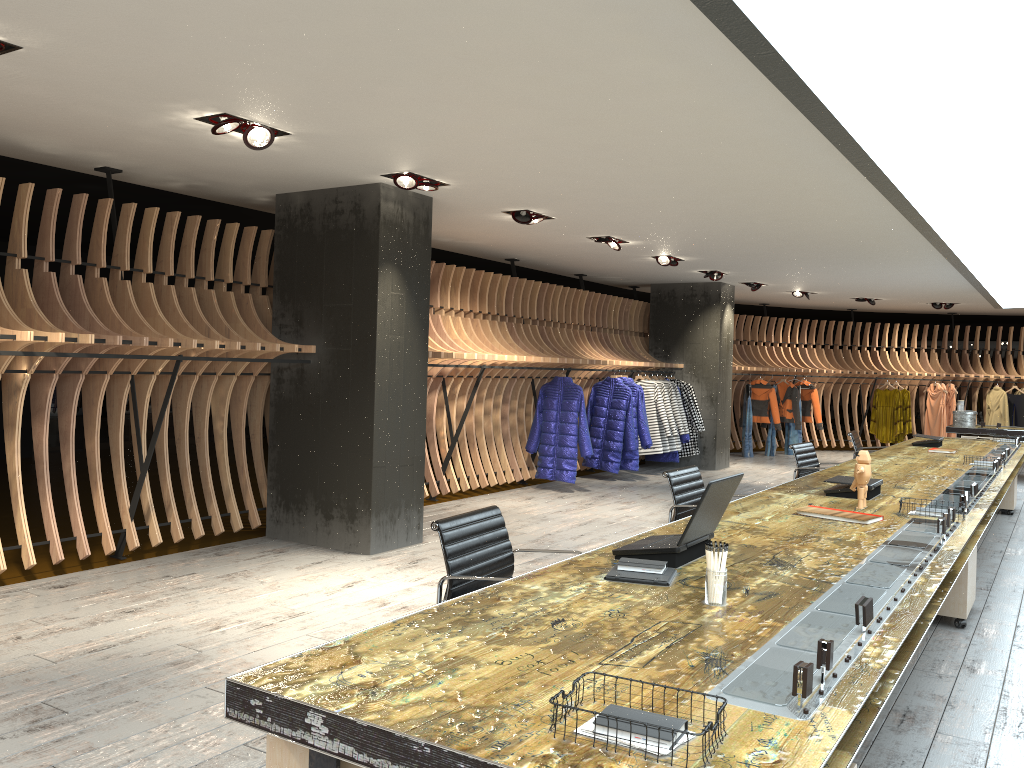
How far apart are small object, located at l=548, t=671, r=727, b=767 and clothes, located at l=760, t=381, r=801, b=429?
14.6m

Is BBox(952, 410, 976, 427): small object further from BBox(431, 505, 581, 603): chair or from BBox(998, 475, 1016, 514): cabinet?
BBox(431, 505, 581, 603): chair

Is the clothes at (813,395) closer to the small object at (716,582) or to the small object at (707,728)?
the small object at (716,582)

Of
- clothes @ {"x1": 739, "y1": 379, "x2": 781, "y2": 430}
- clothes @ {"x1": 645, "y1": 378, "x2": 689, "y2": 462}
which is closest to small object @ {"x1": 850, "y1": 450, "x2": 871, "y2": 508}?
clothes @ {"x1": 645, "y1": 378, "x2": 689, "y2": 462}

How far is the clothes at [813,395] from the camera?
15.9m

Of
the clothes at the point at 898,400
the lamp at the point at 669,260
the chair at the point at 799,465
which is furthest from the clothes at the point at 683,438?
the clothes at the point at 898,400

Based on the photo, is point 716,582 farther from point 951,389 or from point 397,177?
point 951,389

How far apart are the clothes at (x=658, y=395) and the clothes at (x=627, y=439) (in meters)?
0.74

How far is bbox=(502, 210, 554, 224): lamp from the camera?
7.64m

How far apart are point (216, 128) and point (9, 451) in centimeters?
255cm
